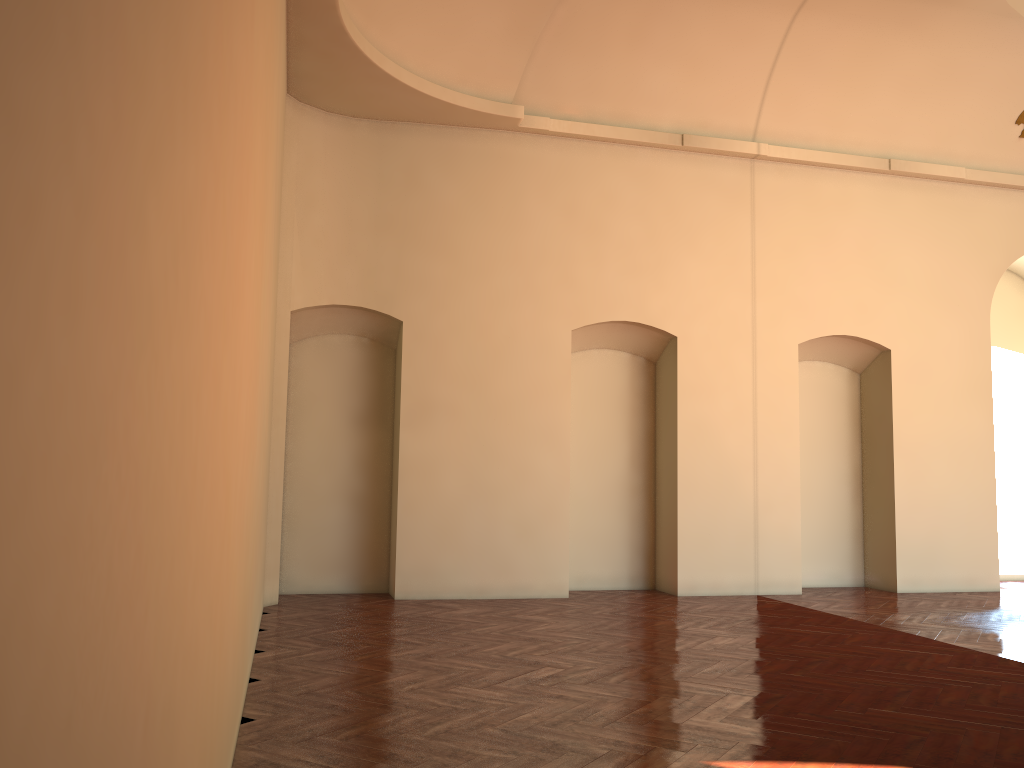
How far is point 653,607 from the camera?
9.3 meters

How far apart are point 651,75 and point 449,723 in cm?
816
